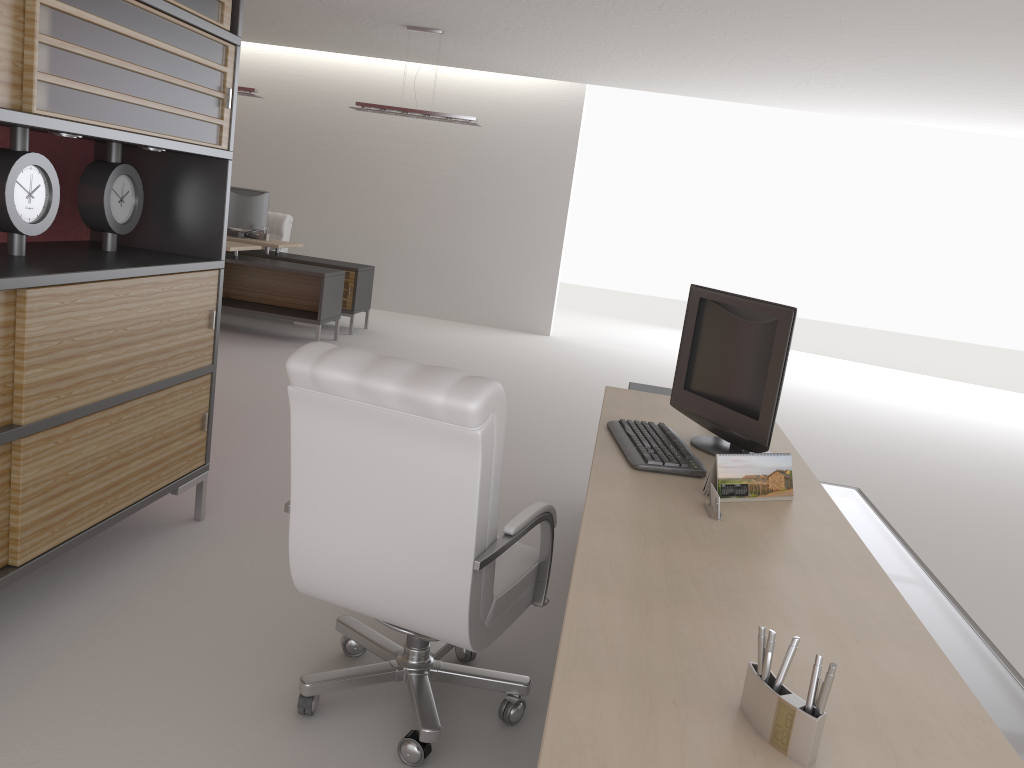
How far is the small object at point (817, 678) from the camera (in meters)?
1.81

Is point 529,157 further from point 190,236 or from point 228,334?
point 190,236

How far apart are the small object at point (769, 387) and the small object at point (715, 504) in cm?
70

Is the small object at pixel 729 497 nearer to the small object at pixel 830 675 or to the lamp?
the small object at pixel 830 675

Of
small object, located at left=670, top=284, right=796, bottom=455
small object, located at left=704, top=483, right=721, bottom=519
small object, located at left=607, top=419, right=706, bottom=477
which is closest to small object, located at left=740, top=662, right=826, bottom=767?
small object, located at left=704, top=483, right=721, bottom=519

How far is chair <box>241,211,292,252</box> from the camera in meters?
15.2

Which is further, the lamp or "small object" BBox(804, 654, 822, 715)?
the lamp

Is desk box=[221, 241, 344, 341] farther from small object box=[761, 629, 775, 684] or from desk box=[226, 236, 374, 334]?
small object box=[761, 629, 775, 684]

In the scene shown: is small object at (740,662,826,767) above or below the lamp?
below

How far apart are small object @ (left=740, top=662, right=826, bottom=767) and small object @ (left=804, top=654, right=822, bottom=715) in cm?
1
